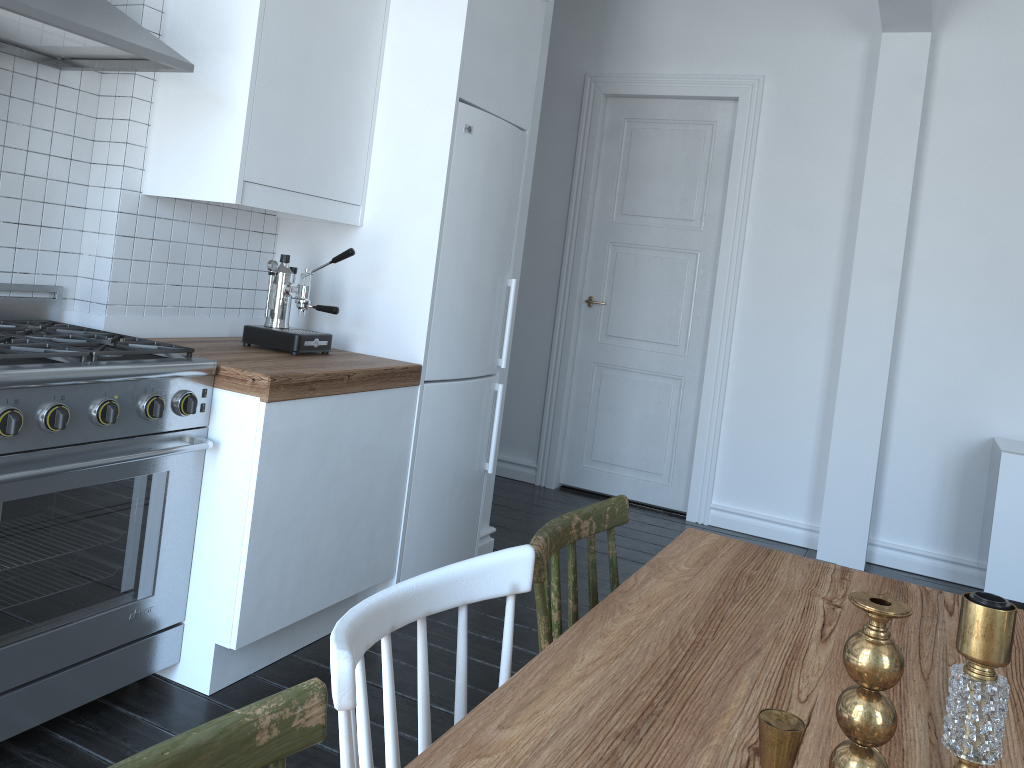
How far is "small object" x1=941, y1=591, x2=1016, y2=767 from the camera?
0.68m

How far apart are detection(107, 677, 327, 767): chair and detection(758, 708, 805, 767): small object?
0.4 meters

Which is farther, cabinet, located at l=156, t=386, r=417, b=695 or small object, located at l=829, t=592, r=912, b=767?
cabinet, located at l=156, t=386, r=417, b=695

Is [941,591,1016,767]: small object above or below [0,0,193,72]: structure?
below

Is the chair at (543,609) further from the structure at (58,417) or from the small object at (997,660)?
the structure at (58,417)

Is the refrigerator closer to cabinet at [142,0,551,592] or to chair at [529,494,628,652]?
cabinet at [142,0,551,592]

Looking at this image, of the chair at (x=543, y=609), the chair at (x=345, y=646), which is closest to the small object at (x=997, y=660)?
the chair at (x=345, y=646)

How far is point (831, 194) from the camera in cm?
457

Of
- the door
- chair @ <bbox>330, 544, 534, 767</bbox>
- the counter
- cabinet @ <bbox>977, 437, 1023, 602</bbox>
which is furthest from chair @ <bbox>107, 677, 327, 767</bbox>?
the door

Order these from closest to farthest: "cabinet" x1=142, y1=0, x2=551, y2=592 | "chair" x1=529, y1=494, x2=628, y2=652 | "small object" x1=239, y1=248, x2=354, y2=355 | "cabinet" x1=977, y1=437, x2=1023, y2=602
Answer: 1. "chair" x1=529, y1=494, x2=628, y2=652
2. "cabinet" x1=142, y1=0, x2=551, y2=592
3. "small object" x1=239, y1=248, x2=354, y2=355
4. "cabinet" x1=977, y1=437, x2=1023, y2=602
